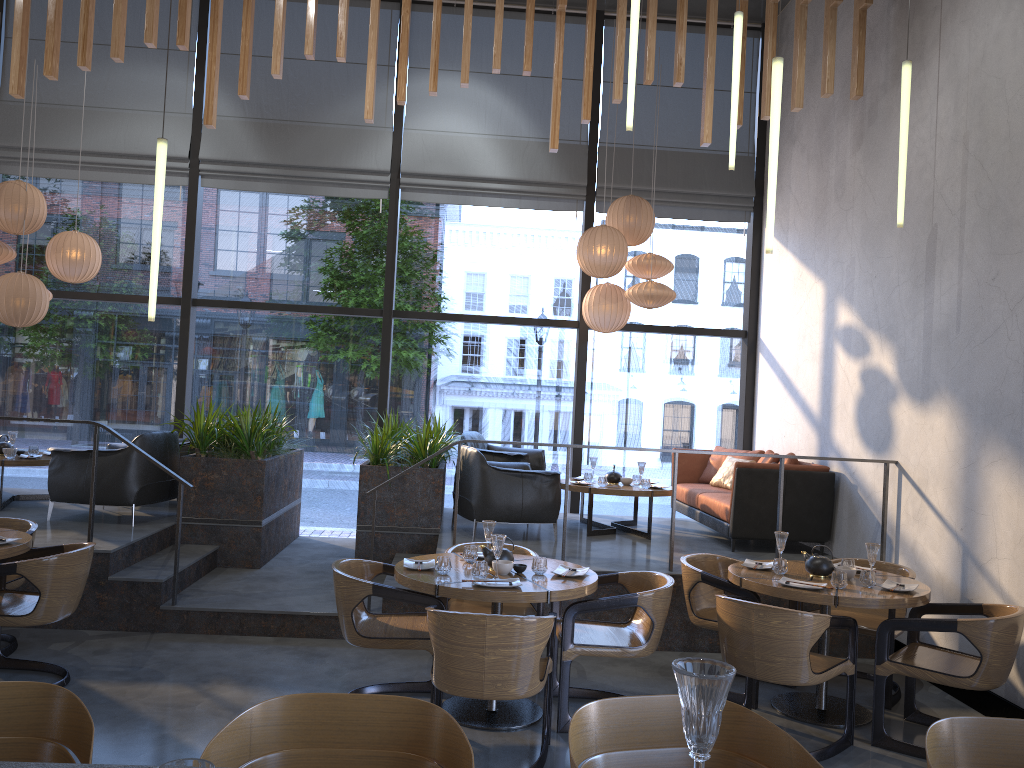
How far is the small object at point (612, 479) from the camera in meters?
8.1

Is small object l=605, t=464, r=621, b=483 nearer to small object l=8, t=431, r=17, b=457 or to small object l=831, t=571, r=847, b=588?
small object l=831, t=571, r=847, b=588

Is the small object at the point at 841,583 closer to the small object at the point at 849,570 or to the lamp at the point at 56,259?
the small object at the point at 849,570

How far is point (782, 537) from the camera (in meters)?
5.20

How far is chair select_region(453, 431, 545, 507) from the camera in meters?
8.3

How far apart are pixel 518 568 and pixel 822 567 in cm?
178

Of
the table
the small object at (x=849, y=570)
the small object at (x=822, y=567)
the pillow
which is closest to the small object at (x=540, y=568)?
the table

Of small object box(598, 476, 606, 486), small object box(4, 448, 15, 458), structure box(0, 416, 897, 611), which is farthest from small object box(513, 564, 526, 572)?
small object box(4, 448, 15, 458)

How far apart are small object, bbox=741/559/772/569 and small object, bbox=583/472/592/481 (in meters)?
2.90

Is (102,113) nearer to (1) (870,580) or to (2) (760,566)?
(2) (760,566)
